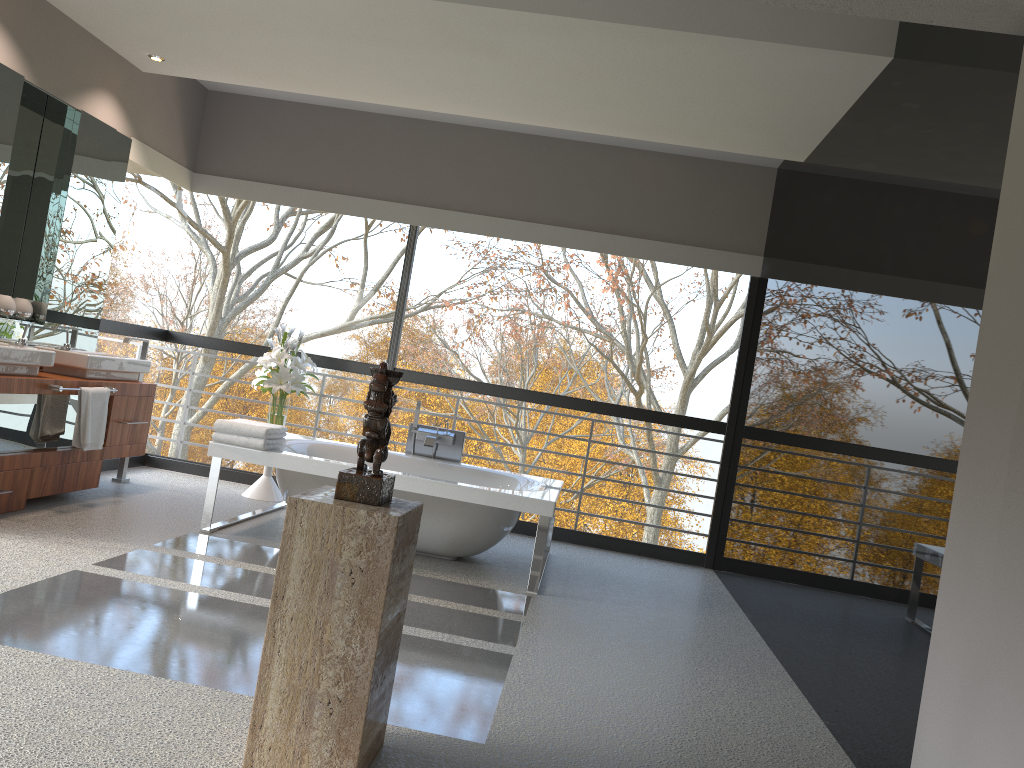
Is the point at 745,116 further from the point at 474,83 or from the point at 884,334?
the point at 884,334

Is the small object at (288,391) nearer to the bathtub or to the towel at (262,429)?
the bathtub

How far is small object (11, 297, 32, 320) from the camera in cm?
523

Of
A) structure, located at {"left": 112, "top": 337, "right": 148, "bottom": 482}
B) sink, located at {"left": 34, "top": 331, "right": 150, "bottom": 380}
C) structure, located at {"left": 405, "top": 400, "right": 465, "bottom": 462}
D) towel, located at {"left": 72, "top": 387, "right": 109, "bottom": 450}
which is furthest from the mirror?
structure, located at {"left": 405, "top": 400, "right": 465, "bottom": 462}

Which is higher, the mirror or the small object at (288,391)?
the mirror

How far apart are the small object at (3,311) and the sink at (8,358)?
0.38m

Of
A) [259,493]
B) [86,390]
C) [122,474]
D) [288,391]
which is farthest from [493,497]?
[122,474]

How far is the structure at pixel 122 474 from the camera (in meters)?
6.06

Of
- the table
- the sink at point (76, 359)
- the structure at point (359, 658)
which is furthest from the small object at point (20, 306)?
the structure at point (359, 658)

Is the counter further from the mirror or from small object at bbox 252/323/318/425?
small object at bbox 252/323/318/425
